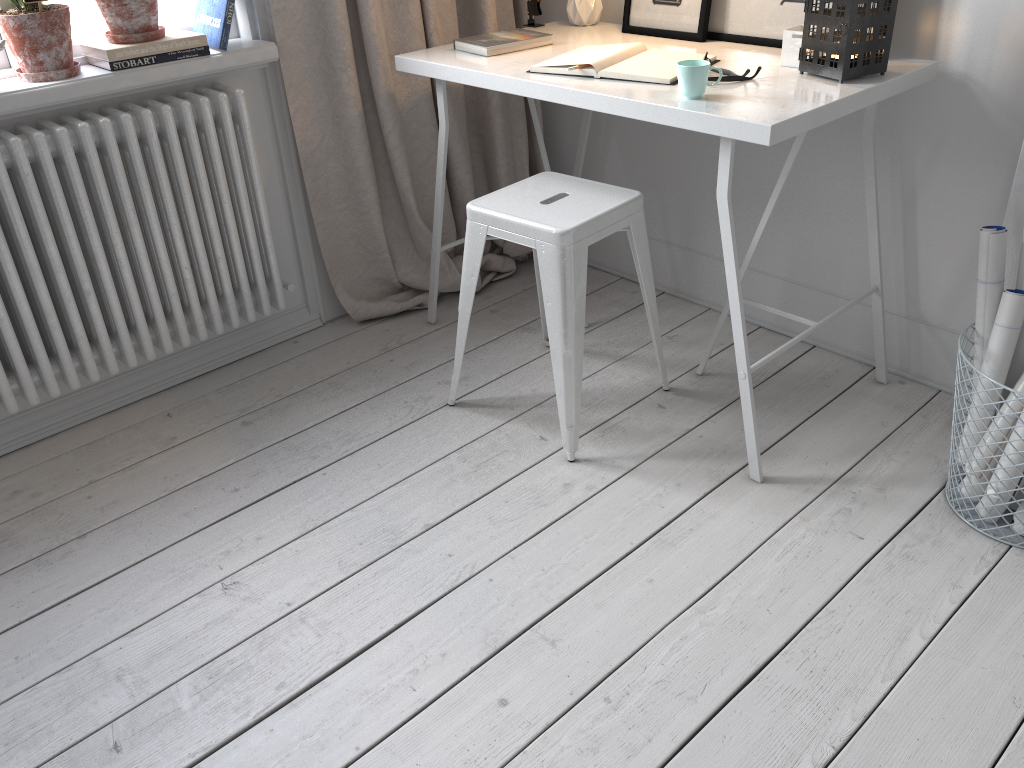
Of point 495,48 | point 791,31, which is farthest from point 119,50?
point 791,31

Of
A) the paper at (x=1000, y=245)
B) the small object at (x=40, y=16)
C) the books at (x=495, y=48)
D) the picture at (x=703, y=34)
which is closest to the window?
the small object at (x=40, y=16)

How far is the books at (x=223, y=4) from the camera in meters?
2.1

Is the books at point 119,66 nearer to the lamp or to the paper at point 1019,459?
the lamp

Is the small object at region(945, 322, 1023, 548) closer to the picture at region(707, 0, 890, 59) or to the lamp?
the picture at region(707, 0, 890, 59)

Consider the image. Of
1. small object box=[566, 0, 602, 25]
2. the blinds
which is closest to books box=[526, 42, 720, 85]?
small object box=[566, 0, 602, 25]

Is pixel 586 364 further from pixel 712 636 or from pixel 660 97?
pixel 712 636

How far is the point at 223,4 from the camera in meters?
2.1 m

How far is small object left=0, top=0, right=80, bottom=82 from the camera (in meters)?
1.86

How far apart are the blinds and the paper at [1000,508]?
1.6m
